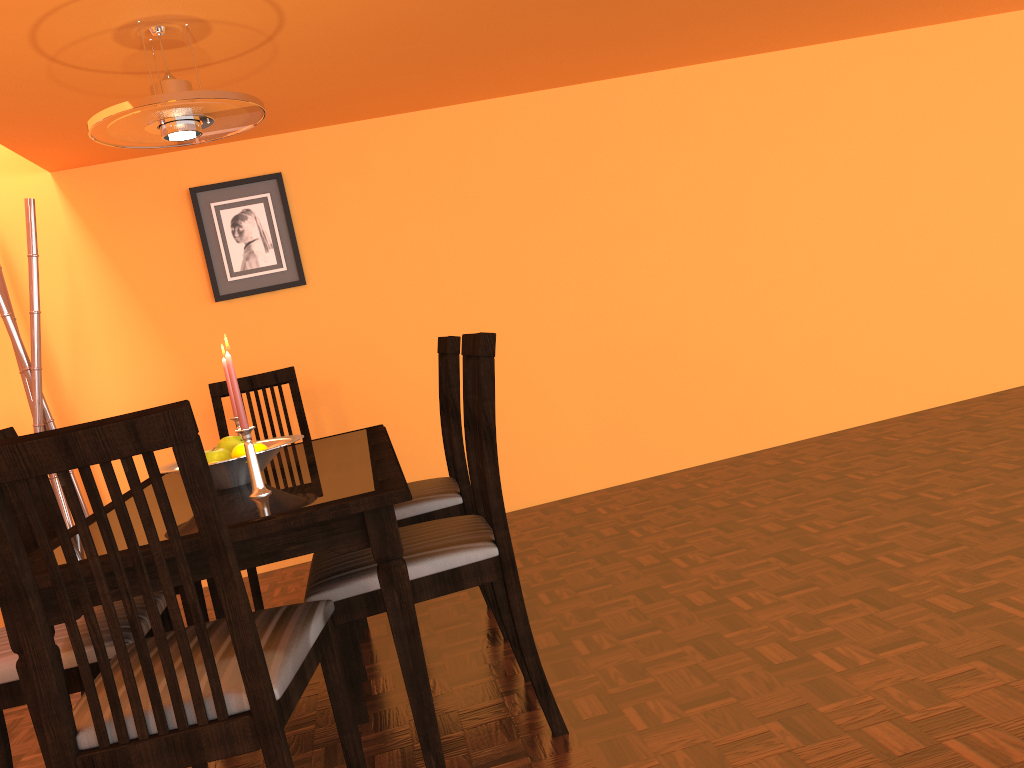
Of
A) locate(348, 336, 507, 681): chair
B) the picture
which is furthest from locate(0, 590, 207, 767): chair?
the picture

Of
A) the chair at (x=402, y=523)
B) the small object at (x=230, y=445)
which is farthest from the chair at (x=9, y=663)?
the chair at (x=402, y=523)

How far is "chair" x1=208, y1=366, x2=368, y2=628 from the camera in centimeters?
288cm

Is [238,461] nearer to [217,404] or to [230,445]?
[230,445]

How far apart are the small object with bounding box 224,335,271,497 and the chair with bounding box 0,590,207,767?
0.3 meters

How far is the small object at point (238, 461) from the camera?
1.87m

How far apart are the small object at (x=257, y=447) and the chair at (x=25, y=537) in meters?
0.5 m

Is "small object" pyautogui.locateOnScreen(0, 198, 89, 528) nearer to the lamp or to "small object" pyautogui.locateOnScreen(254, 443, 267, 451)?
the lamp

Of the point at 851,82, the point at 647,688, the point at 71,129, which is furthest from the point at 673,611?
the point at 851,82

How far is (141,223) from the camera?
3.5m
